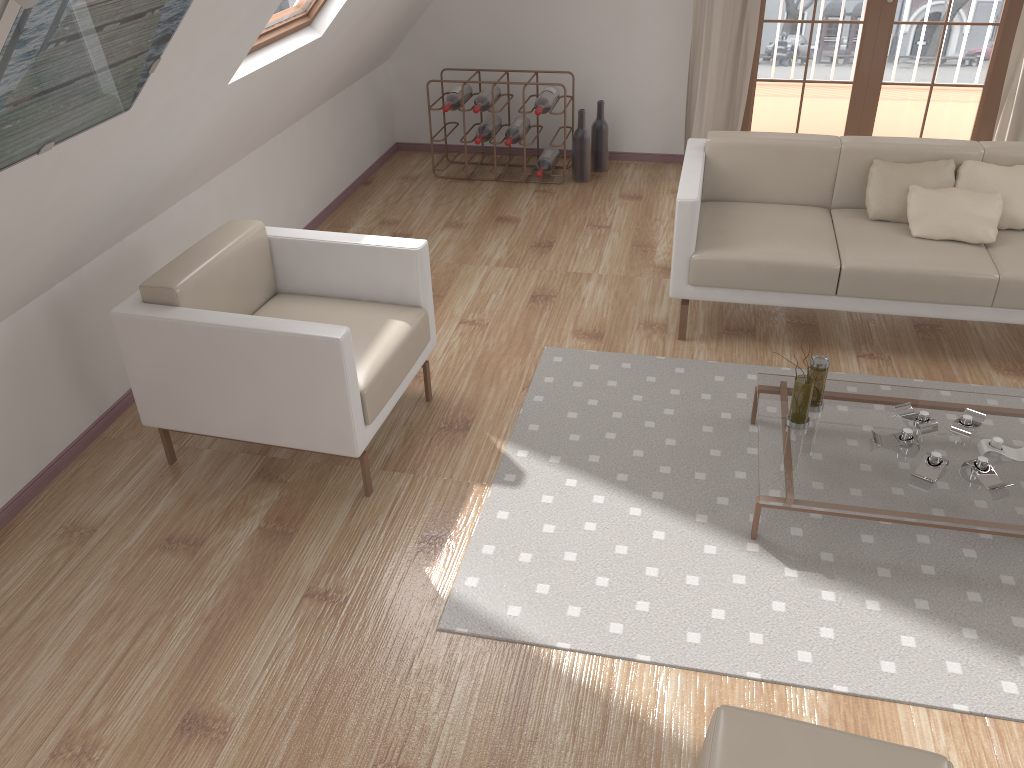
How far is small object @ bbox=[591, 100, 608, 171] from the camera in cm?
549

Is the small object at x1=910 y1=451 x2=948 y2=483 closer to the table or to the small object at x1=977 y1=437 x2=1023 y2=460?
the table

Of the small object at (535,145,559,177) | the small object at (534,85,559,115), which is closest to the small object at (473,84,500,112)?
the small object at (534,85,559,115)

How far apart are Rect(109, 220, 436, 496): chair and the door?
3.17m

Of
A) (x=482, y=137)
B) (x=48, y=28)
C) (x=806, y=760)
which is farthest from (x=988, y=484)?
(x=482, y=137)

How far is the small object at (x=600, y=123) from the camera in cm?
549

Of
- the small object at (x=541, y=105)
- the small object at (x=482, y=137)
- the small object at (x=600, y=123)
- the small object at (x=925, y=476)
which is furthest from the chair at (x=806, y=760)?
the small object at (x=600, y=123)

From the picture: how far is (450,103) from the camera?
5.3m

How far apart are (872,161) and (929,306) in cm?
73

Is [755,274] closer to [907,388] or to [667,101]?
[907,388]
